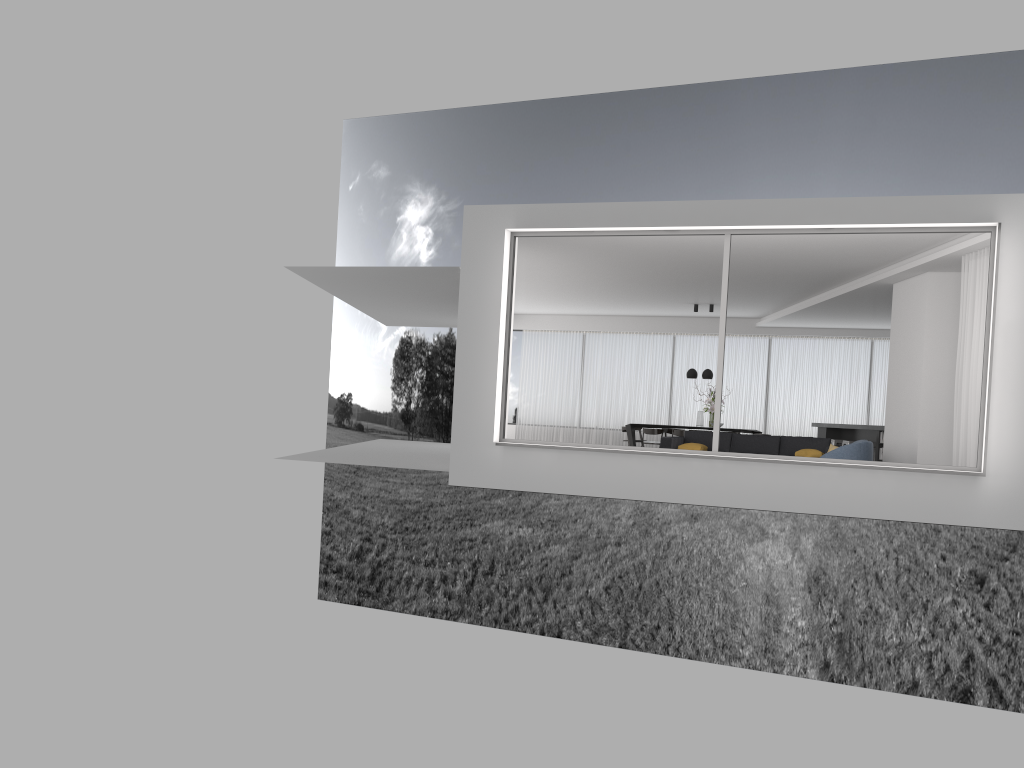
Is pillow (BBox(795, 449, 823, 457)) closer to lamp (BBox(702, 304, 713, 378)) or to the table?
lamp (BBox(702, 304, 713, 378))

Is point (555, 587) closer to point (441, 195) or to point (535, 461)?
point (441, 195)

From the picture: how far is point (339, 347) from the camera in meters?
42.6

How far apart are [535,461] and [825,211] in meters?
3.9 m

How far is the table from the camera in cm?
1726

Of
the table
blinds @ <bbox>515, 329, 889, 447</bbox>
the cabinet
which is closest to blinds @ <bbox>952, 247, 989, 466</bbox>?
the cabinet

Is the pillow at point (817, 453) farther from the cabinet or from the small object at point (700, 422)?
the small object at point (700, 422)

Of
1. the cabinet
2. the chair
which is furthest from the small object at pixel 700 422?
the chair

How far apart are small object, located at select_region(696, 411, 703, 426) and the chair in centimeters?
675cm

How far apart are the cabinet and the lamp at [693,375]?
2.55m
